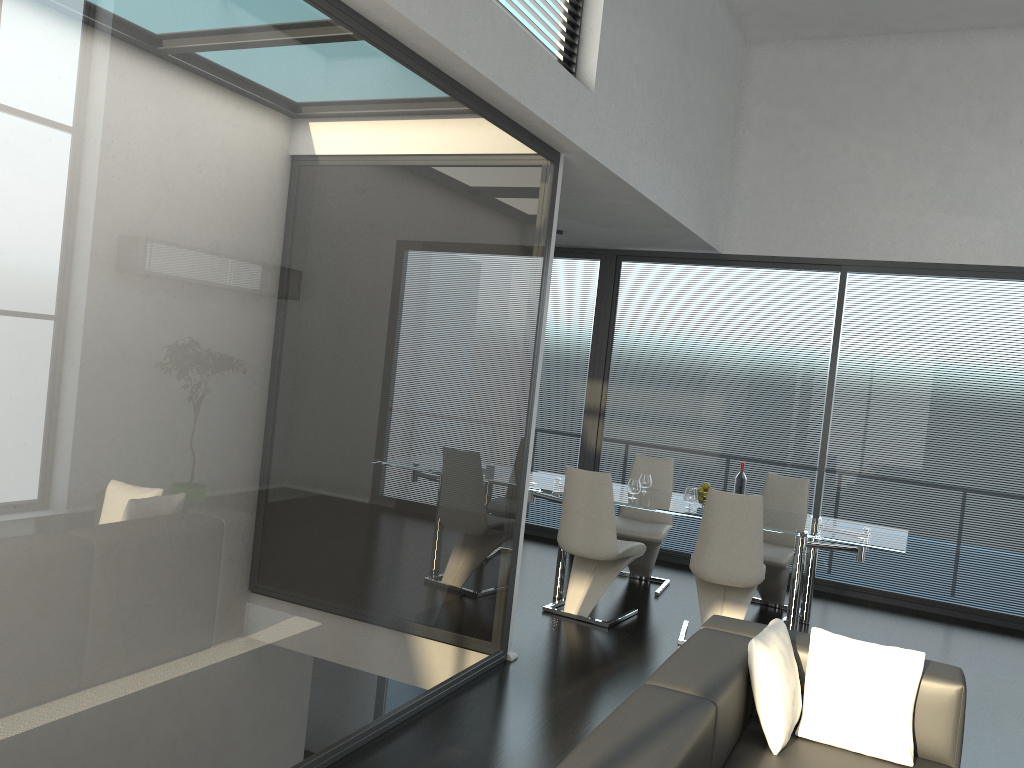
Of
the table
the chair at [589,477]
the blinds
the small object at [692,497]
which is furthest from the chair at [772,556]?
the blinds

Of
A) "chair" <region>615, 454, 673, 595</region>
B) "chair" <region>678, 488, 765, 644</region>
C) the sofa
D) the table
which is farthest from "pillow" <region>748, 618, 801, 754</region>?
"chair" <region>615, 454, 673, 595</region>

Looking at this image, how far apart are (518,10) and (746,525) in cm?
309

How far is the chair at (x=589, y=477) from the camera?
5.54m

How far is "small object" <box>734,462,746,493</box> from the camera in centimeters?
609cm

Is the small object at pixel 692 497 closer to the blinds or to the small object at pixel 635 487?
the small object at pixel 635 487

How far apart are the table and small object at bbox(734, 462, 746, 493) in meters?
0.2 m

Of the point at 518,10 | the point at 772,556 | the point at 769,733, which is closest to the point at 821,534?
the point at 772,556

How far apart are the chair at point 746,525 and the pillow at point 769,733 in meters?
2.0 m

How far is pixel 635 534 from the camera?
6.46m
